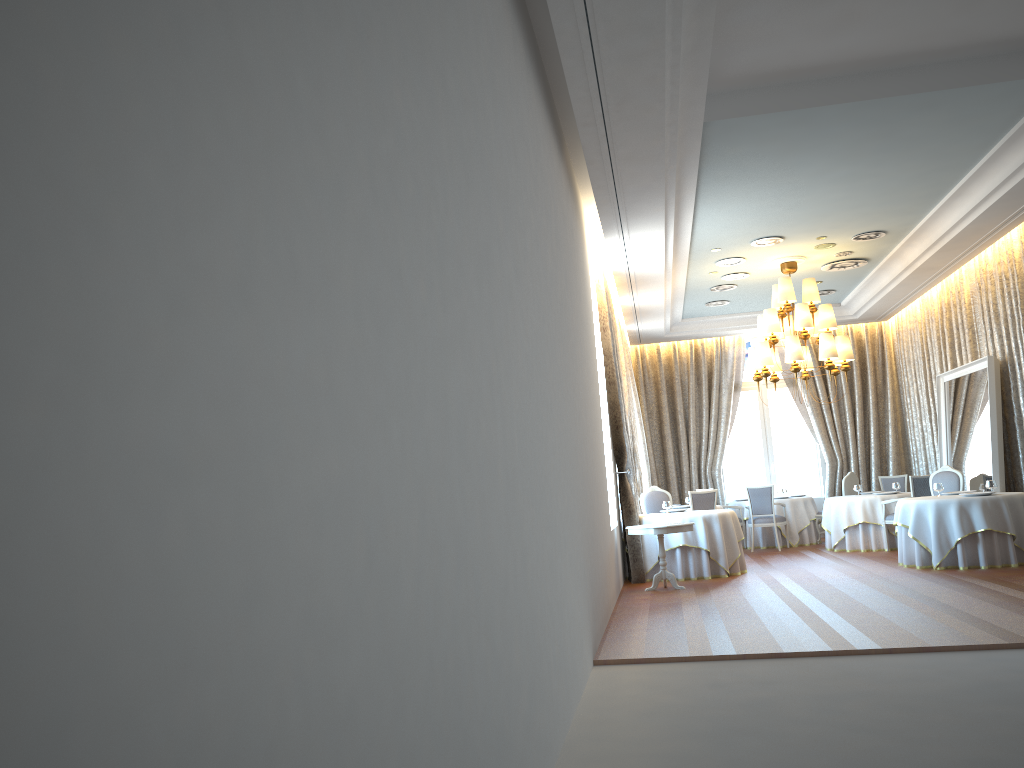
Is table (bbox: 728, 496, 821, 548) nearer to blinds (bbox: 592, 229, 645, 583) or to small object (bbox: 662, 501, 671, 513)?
small object (bbox: 662, 501, 671, 513)

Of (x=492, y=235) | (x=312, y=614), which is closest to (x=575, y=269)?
(x=492, y=235)

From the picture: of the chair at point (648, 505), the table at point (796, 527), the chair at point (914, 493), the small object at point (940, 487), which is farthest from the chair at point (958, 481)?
the chair at point (648, 505)

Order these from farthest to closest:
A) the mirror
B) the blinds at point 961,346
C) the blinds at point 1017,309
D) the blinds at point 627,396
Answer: the blinds at point 627,396 → the blinds at point 961,346 → the mirror → the blinds at point 1017,309

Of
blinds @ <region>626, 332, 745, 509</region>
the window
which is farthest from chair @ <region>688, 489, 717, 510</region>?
the window

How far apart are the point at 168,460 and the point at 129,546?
0.1m

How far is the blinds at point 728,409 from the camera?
17.4 meters

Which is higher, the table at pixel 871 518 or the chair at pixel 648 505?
the chair at pixel 648 505

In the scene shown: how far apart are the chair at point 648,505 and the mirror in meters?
4.2

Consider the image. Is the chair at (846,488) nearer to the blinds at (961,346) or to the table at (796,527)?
the table at (796,527)
